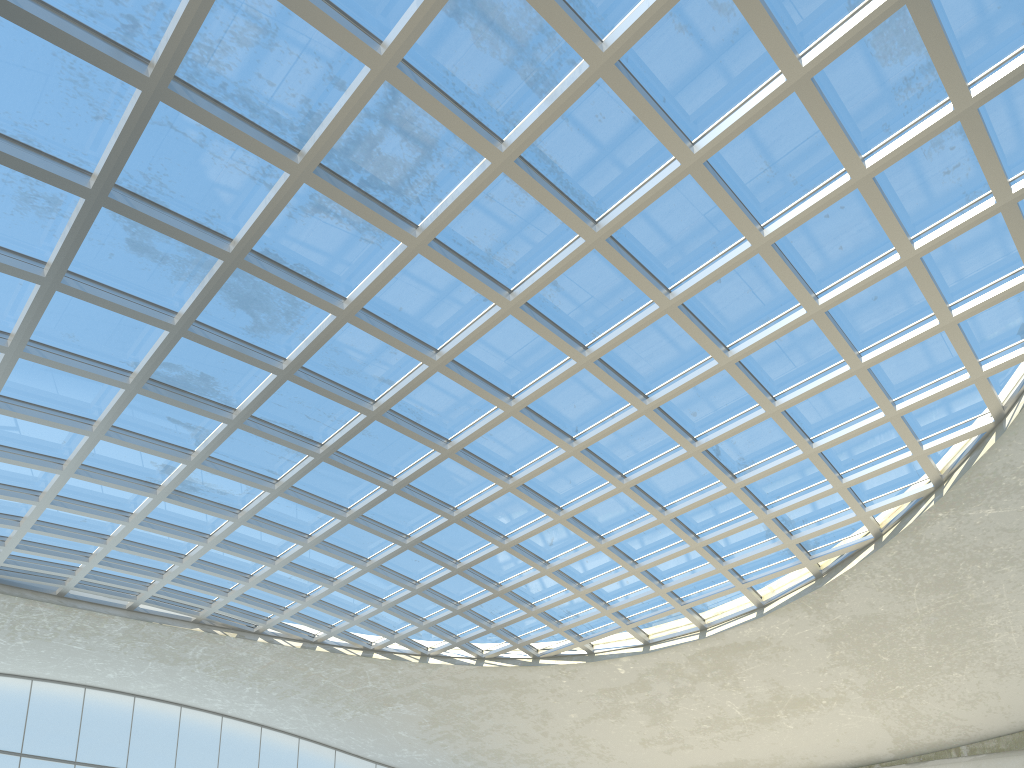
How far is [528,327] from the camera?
47.80m
